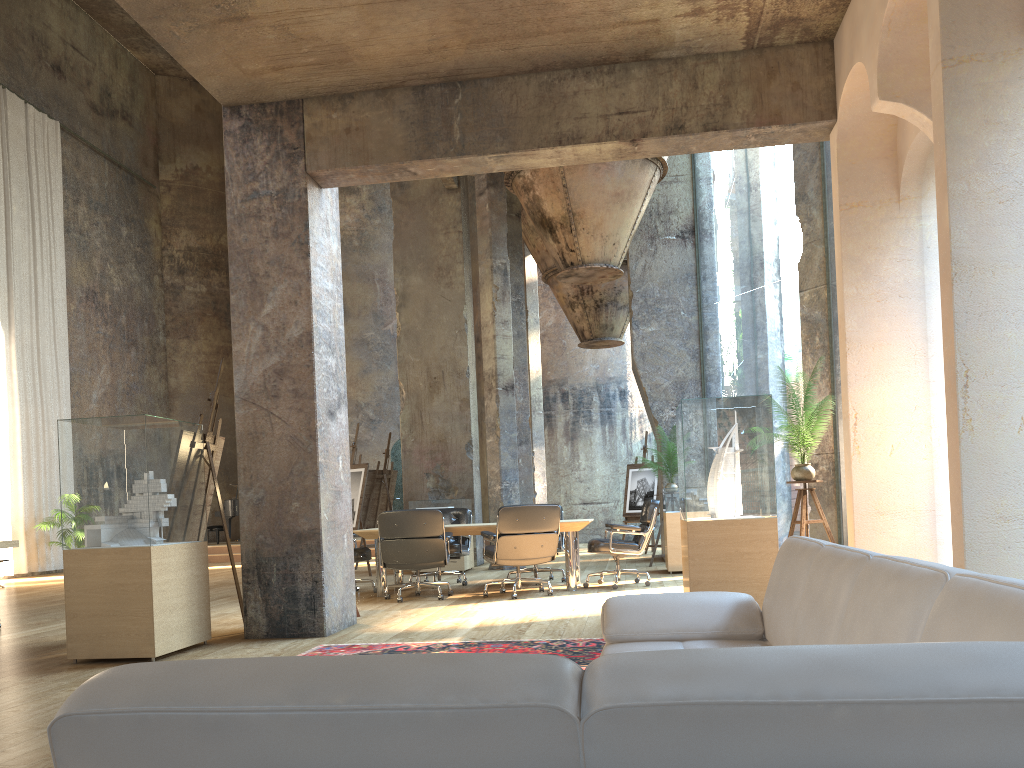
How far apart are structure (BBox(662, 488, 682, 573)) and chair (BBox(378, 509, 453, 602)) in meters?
3.0

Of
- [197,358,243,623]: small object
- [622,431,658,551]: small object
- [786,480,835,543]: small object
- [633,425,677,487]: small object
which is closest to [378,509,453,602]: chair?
[197,358,243,623]: small object

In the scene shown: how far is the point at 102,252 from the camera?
19.0m

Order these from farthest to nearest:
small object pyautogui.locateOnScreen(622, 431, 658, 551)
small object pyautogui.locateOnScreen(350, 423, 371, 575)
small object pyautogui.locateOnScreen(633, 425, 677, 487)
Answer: small object pyautogui.locateOnScreen(622, 431, 658, 551) < small object pyautogui.locateOnScreen(633, 425, 677, 487) < small object pyautogui.locateOnScreen(350, 423, 371, 575)

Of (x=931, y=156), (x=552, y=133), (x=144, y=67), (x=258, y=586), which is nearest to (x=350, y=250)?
(x=144, y=67)

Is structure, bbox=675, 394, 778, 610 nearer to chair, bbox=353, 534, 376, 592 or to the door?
chair, bbox=353, 534, 376, 592

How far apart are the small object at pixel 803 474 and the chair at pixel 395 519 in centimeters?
330cm

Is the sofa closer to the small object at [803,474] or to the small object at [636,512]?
the small object at [803,474]

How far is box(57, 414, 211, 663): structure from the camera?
5.4m

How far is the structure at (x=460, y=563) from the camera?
11.8 meters
